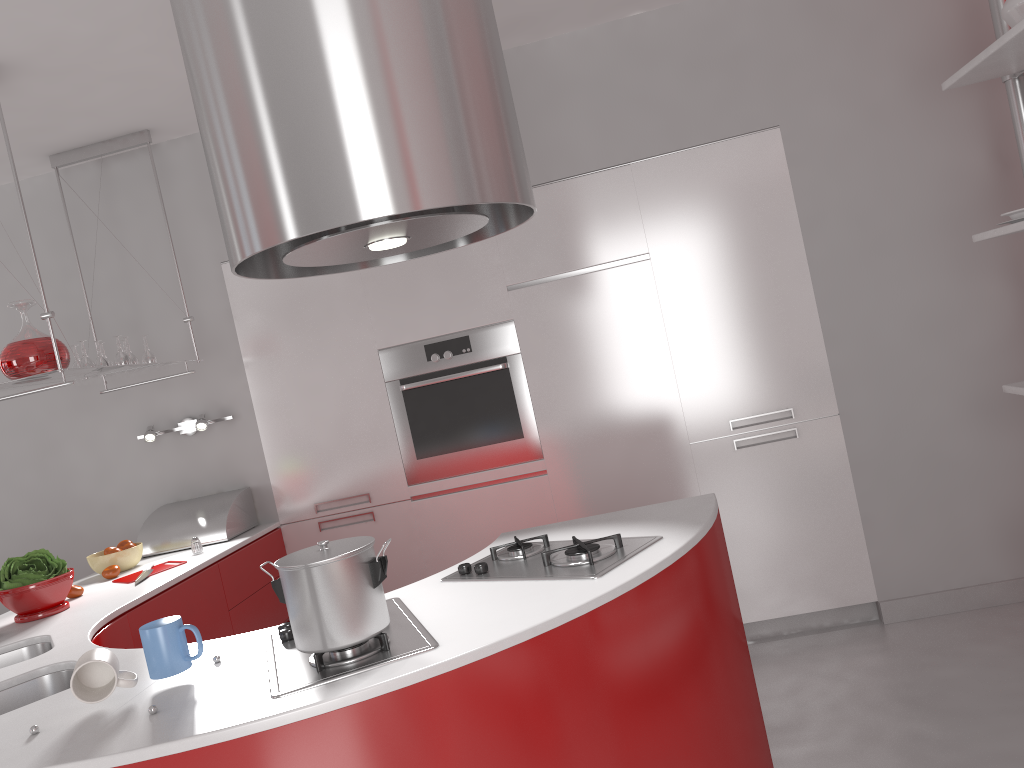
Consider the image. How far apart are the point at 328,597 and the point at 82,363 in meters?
2.2 m

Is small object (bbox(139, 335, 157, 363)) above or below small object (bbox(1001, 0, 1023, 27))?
below

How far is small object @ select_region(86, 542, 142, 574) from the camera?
3.3m

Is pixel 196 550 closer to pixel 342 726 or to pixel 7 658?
pixel 7 658

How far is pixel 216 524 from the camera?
3.6 meters

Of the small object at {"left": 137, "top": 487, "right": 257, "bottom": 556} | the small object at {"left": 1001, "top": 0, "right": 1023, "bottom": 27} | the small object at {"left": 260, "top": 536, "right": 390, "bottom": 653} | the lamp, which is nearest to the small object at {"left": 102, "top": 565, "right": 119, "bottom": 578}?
the small object at {"left": 137, "top": 487, "right": 257, "bottom": 556}

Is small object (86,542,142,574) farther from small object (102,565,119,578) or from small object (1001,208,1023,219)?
small object (1001,208,1023,219)

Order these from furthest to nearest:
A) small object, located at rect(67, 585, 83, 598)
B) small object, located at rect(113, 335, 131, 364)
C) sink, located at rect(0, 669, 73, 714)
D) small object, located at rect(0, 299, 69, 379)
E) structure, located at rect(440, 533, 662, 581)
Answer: small object, located at rect(113, 335, 131, 364) < small object, located at rect(67, 585, 83, 598) < small object, located at rect(0, 299, 69, 379) < sink, located at rect(0, 669, 73, 714) < structure, located at rect(440, 533, 662, 581)

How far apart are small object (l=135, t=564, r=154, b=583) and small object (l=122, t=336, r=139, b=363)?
0.84m

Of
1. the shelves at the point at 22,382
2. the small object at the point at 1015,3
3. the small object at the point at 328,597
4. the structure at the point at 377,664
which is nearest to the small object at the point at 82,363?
the shelves at the point at 22,382
